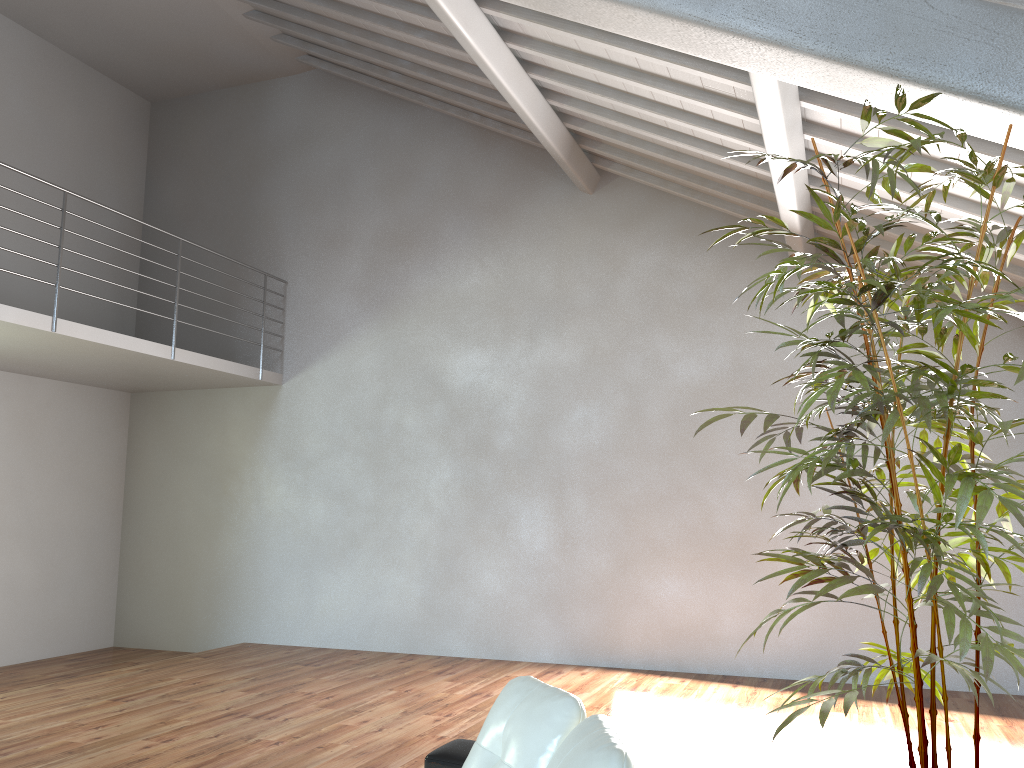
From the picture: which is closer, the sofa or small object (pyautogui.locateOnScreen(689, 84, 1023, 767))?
the sofa

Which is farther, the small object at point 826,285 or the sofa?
the small object at point 826,285

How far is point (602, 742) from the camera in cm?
186

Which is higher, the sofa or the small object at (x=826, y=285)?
the small object at (x=826, y=285)

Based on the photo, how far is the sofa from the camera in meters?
1.9

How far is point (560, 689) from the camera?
2.4 meters

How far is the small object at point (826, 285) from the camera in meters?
2.2

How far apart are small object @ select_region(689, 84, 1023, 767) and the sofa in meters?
0.5 m

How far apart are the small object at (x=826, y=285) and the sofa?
0.5m

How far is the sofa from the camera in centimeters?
186cm
